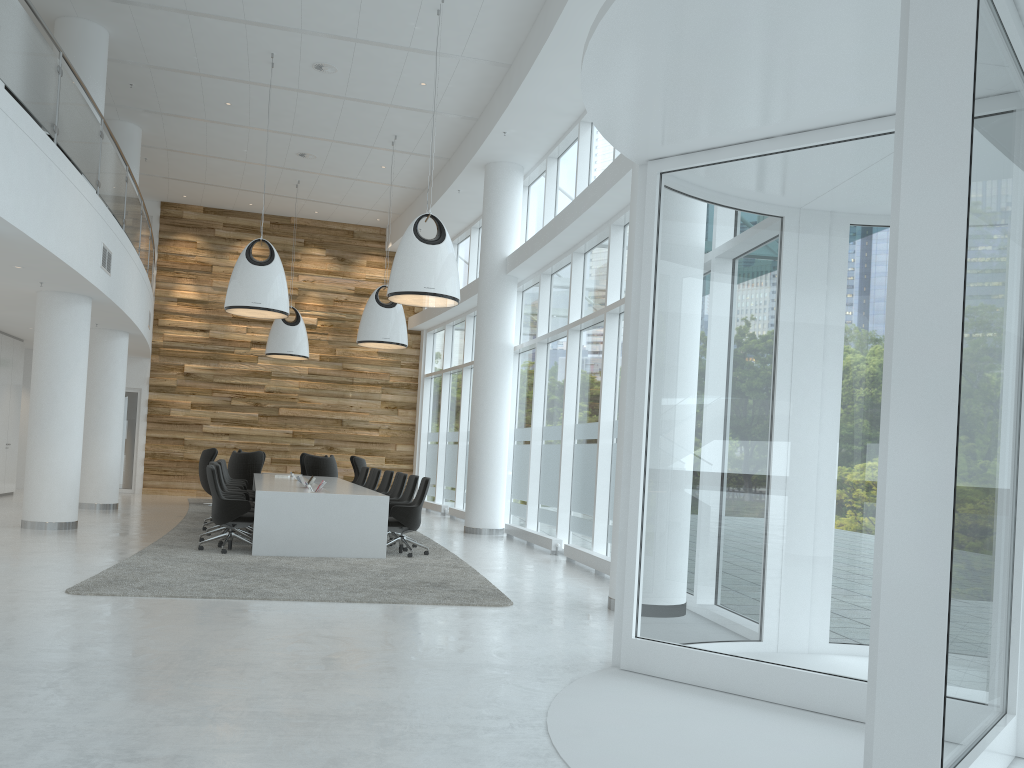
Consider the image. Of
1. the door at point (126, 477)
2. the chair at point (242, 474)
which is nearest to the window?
the chair at point (242, 474)

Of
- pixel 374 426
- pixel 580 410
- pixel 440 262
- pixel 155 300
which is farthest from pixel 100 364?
pixel 580 410

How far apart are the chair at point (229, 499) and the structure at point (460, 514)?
7.3m

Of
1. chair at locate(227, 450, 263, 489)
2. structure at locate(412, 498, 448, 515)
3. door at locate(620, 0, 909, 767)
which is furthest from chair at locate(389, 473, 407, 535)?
door at locate(620, 0, 909, 767)

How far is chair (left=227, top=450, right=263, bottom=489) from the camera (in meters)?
16.60

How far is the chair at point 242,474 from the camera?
16.6 meters

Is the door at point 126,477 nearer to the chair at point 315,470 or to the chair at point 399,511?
the chair at point 315,470

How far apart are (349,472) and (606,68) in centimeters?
1780cm

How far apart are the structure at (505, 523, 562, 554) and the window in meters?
0.2 m

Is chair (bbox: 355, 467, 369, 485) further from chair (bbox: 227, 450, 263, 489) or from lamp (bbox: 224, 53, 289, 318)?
lamp (bbox: 224, 53, 289, 318)
